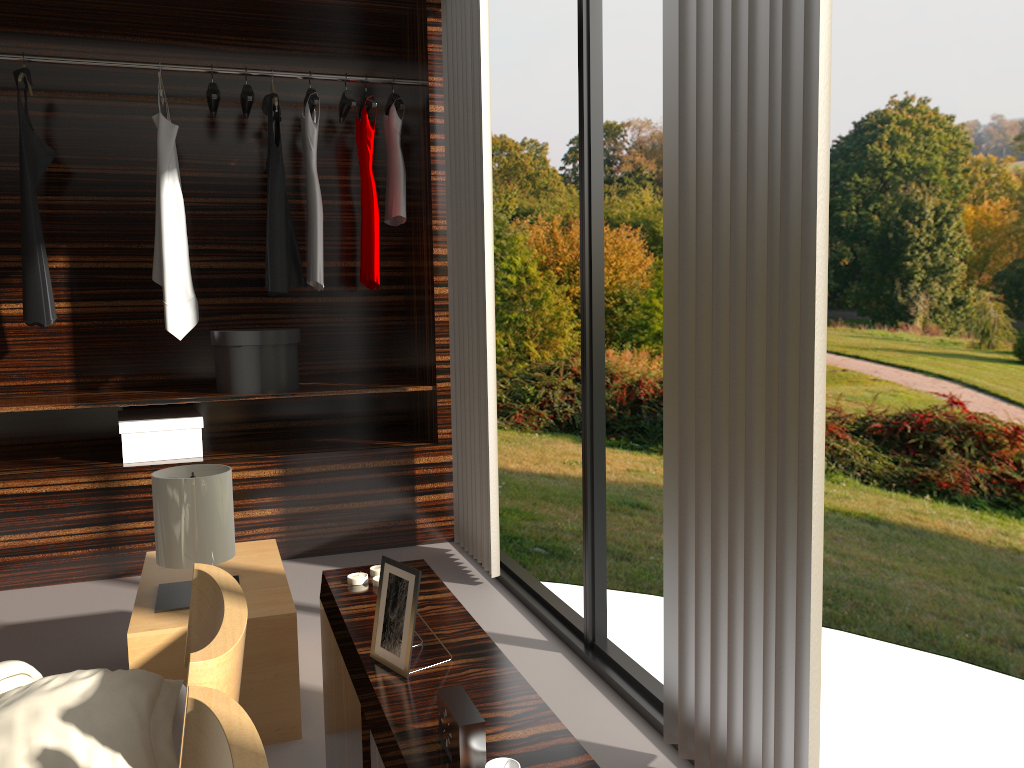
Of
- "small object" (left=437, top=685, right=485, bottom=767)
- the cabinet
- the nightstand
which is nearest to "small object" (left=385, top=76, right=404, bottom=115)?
the nightstand

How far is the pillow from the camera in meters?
1.4 m

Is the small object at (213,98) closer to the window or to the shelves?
the shelves

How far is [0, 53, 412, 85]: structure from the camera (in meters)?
3.51

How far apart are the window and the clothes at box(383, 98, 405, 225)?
1.50m

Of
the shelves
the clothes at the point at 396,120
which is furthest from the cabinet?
the clothes at the point at 396,120

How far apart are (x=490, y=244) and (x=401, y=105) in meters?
1.0

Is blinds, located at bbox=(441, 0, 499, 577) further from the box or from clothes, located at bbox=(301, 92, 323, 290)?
the box

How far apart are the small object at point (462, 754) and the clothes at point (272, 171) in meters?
2.9

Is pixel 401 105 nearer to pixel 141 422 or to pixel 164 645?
pixel 141 422
